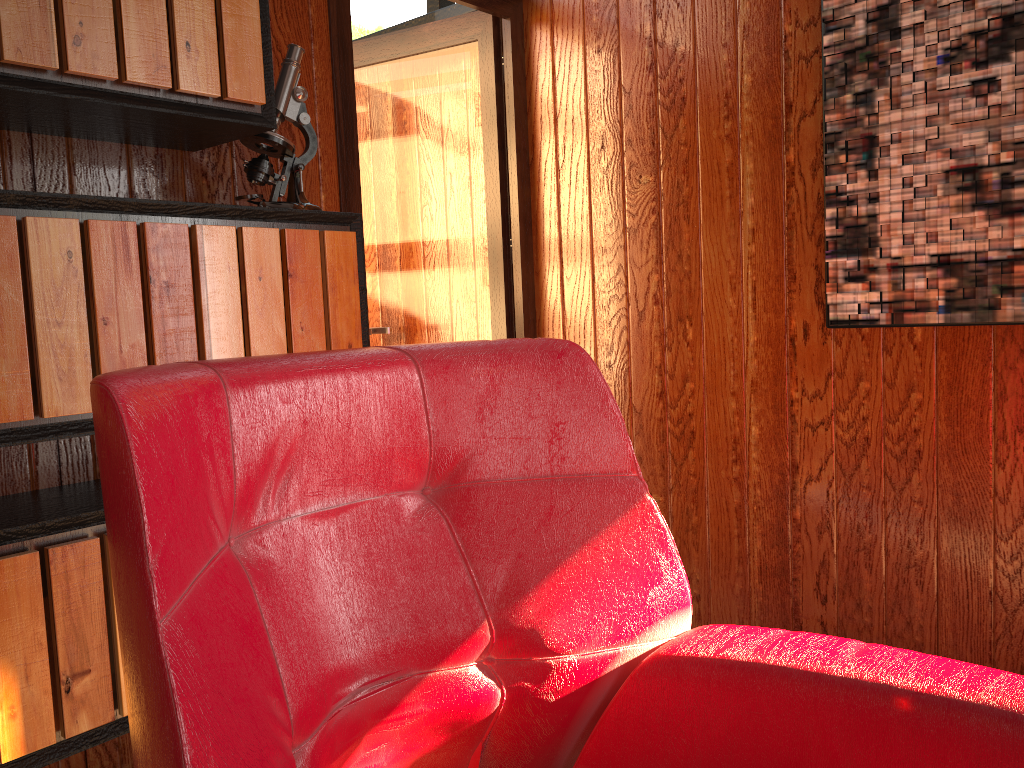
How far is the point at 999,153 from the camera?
1.86m

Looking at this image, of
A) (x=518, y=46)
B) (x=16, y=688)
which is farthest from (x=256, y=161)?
(x=518, y=46)

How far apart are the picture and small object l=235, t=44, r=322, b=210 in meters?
1.2 m

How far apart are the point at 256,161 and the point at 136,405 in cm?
129

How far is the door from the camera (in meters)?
2.70

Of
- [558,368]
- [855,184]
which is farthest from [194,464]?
[855,184]

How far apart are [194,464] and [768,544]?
1.9 meters

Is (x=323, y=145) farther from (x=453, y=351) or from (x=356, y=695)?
(x=356, y=695)

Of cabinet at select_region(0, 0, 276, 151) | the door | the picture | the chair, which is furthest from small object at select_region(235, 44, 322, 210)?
the picture

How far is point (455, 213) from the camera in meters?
2.9 m
